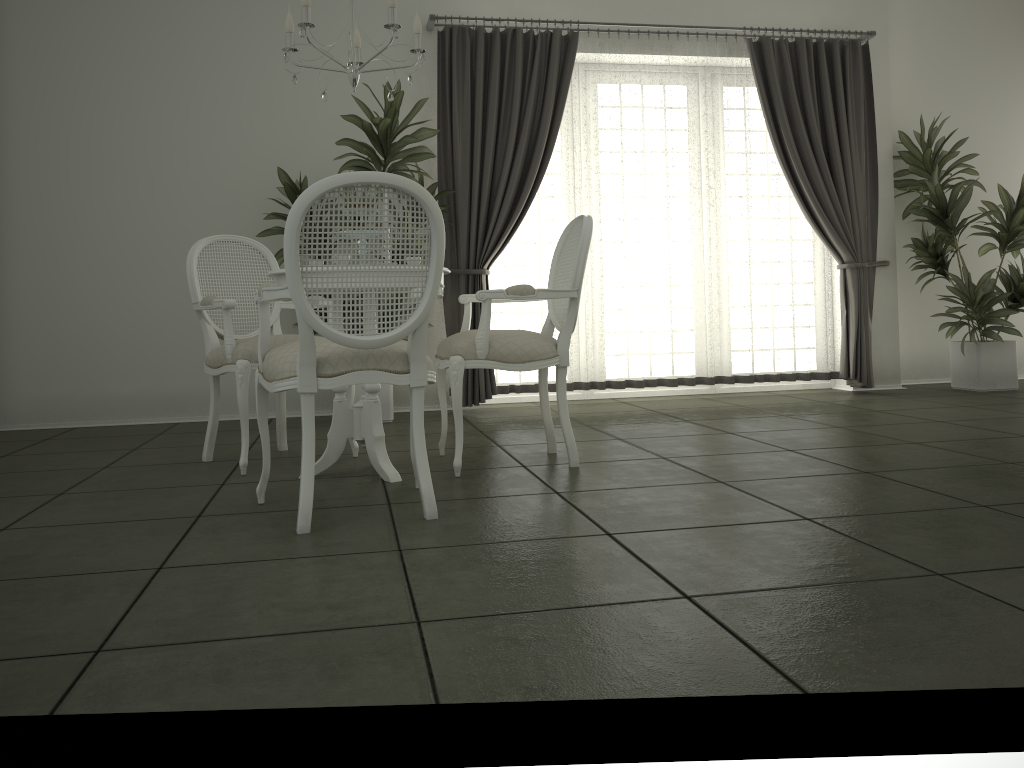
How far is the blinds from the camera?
5.8 meters

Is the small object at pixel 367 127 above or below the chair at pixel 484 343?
above

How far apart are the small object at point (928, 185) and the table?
4.4m

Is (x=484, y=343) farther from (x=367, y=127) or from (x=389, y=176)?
(x=367, y=127)

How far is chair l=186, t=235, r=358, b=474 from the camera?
3.7 meters

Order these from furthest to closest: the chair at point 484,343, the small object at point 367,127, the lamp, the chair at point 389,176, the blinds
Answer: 1. the blinds
2. the small object at point 367,127
3. the chair at point 484,343
4. the lamp
5. the chair at point 389,176

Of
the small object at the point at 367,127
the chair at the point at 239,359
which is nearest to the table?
the chair at the point at 239,359

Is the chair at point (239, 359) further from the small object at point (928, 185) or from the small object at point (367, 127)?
the small object at point (928, 185)

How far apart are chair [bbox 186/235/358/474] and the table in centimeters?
34cm

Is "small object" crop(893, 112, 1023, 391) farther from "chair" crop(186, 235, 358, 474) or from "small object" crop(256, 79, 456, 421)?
"chair" crop(186, 235, 358, 474)
